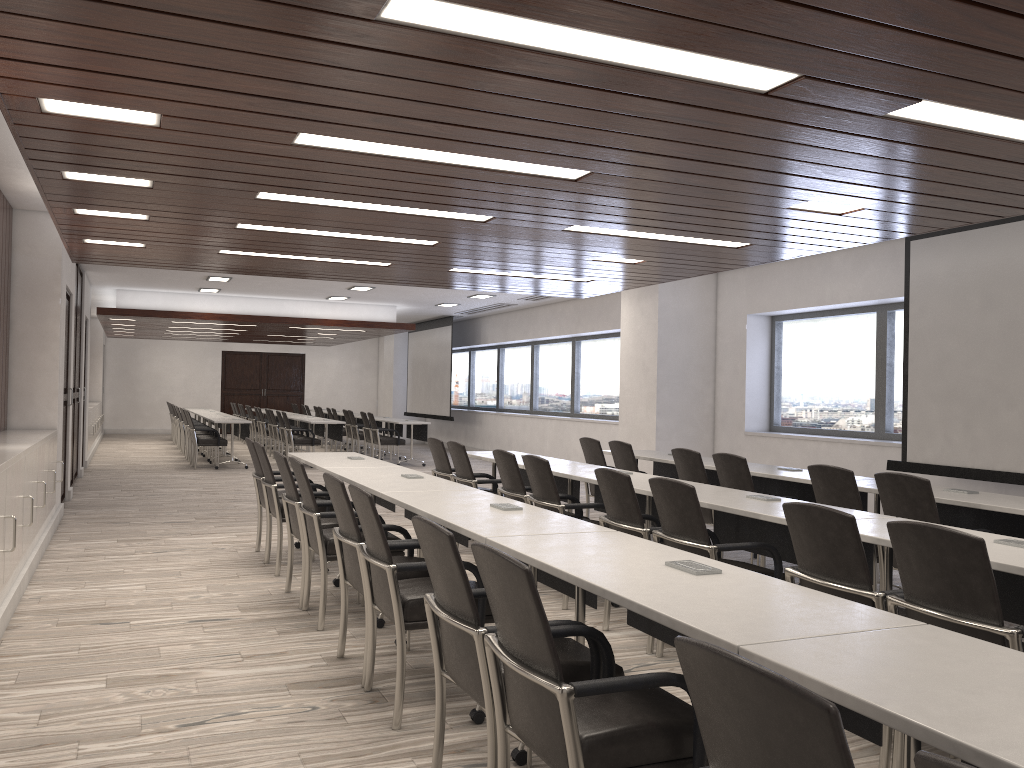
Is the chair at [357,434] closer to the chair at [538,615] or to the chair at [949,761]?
the chair at [538,615]

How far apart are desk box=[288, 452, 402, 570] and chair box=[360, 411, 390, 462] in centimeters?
866cm

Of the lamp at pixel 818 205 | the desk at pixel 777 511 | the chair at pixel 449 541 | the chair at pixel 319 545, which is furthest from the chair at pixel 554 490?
the chair at pixel 449 541

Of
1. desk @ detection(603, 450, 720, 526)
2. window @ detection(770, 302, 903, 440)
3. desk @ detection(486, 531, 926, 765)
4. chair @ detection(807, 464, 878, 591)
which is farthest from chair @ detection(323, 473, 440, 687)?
window @ detection(770, 302, 903, 440)

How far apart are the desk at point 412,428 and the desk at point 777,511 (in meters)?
10.33

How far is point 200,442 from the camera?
14.2 meters

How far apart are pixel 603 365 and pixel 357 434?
5.00m

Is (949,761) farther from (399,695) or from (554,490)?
(554,490)

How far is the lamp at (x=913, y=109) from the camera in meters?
3.5

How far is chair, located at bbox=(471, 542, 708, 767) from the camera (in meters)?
2.12
